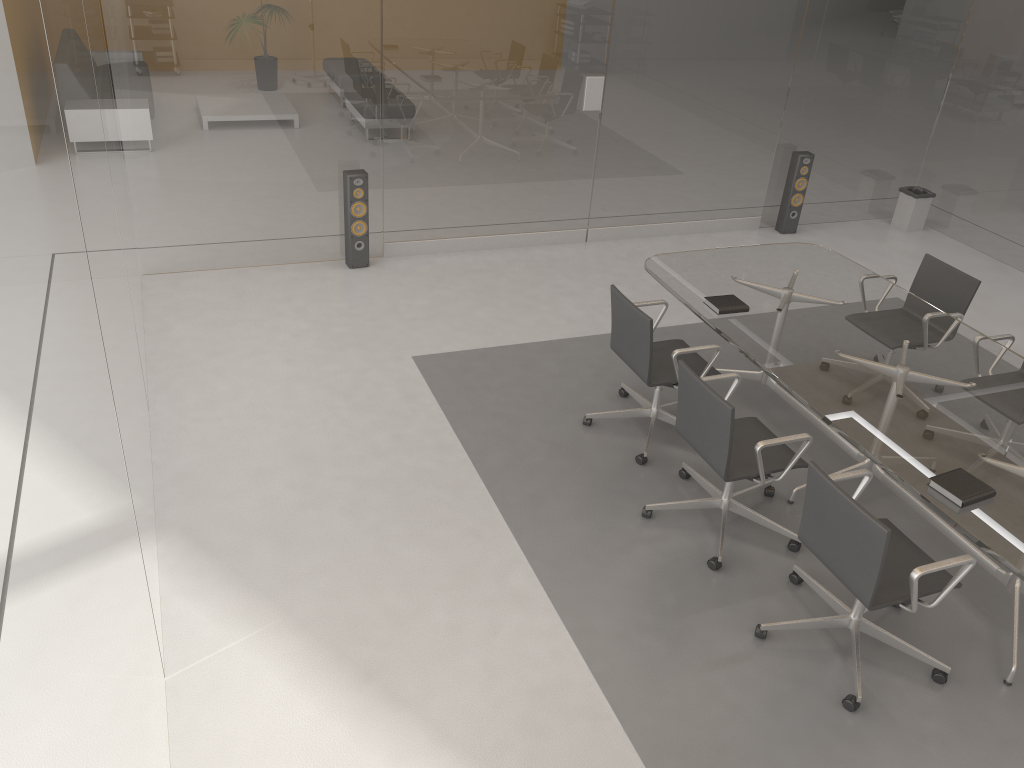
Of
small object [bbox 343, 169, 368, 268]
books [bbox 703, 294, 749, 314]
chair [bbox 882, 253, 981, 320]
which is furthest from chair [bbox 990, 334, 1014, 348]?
small object [bbox 343, 169, 368, 268]

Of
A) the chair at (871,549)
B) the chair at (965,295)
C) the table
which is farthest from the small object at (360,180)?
the chair at (871,549)

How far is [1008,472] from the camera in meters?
3.5 m

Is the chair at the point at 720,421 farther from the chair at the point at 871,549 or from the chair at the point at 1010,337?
the chair at the point at 1010,337

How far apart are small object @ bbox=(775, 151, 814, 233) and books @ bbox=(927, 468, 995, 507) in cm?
473

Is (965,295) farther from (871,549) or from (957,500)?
(871,549)

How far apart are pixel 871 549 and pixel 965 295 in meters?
2.6 m

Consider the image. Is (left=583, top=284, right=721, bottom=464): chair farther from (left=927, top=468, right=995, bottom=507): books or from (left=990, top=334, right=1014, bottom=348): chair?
(left=990, top=334, right=1014, bottom=348): chair

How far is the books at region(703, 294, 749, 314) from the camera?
4.56m

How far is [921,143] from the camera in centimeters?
813cm
